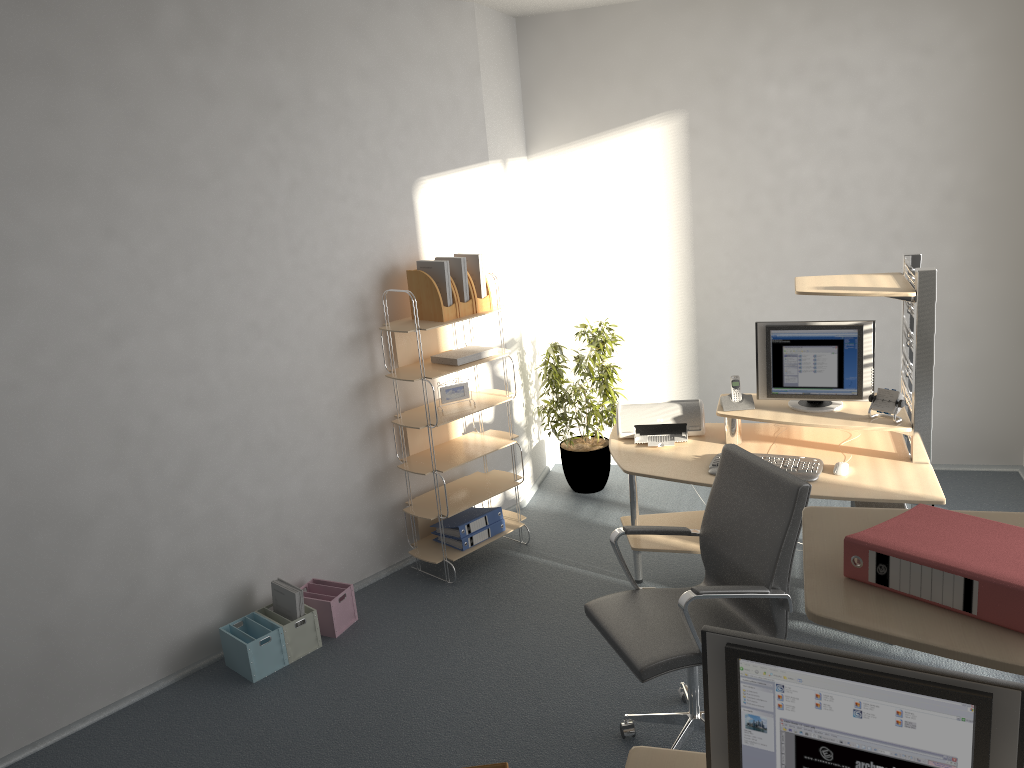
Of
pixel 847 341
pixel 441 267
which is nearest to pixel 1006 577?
pixel 847 341

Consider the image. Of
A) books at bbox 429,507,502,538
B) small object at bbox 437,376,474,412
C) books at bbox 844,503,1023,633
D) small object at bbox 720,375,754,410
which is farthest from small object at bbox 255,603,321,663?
books at bbox 844,503,1023,633

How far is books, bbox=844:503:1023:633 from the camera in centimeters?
125cm

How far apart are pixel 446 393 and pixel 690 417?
1.3m

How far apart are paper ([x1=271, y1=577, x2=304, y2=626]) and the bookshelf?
0.78m

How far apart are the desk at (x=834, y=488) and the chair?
0.5m

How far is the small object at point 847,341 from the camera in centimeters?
400cm

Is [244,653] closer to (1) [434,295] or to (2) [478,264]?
(1) [434,295]

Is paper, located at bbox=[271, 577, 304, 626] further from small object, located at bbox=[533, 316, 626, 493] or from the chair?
small object, located at bbox=[533, 316, 626, 493]

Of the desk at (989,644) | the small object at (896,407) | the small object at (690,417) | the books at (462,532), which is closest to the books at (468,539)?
the books at (462,532)
